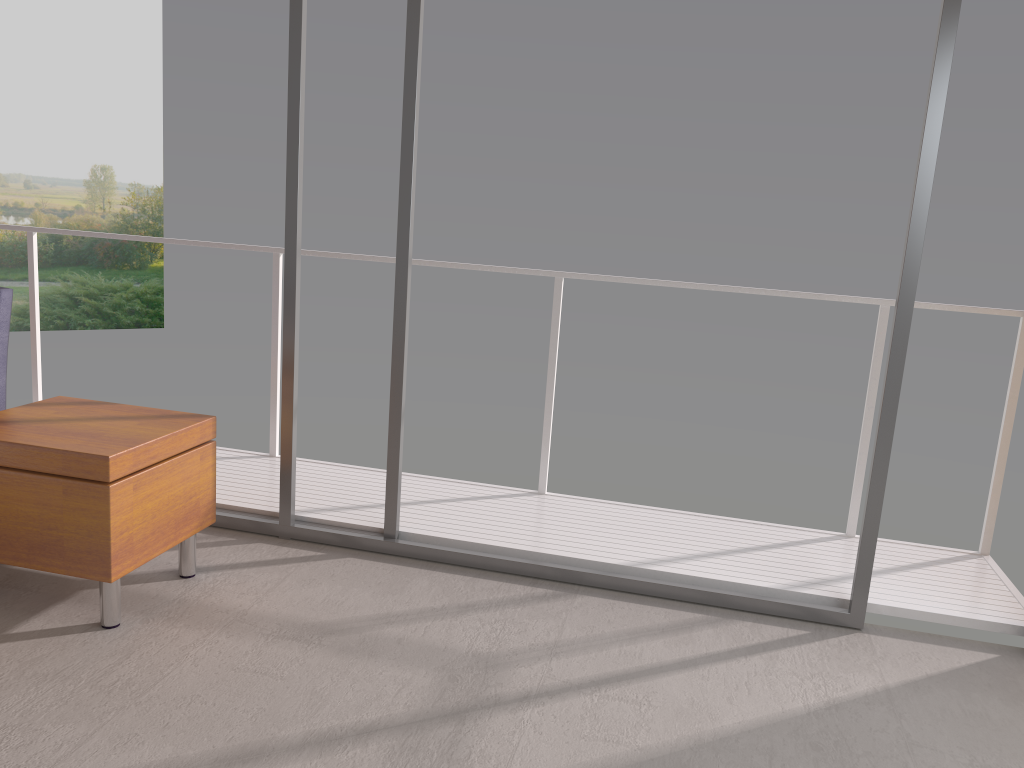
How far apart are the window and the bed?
0.9m

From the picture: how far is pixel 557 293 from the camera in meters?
3.9 m

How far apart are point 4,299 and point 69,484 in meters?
1.0

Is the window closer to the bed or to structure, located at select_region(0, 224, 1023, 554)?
structure, located at select_region(0, 224, 1023, 554)

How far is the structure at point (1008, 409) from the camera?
3.5 meters

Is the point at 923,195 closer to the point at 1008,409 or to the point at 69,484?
the point at 1008,409

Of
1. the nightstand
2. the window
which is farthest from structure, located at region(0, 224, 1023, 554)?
the nightstand

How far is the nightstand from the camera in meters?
2.6

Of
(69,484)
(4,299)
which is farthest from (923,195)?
(4,299)

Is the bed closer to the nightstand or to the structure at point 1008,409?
the nightstand
